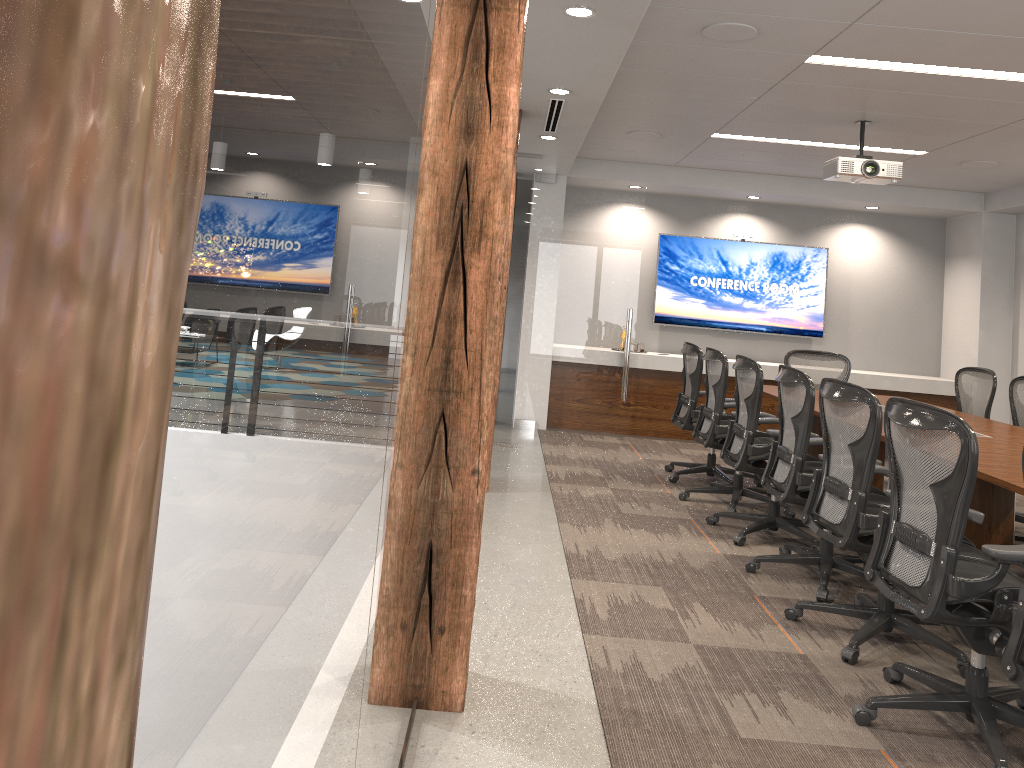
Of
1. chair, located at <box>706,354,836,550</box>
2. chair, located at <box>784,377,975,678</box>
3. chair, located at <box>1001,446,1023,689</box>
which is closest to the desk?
chair, located at <box>784,377,975,678</box>

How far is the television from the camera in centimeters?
966cm

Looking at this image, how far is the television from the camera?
9.7 meters

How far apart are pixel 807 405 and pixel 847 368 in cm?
365

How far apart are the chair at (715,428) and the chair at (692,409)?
0.2 meters

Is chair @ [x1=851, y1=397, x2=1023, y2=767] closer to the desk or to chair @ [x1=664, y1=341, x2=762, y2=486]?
the desk

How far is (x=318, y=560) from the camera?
Result: 1.0m

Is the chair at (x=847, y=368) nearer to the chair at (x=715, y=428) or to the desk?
the desk

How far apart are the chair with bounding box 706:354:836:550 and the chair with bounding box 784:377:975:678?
0.9m

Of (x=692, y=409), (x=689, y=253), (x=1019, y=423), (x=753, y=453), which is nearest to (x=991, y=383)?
(x=1019, y=423)
